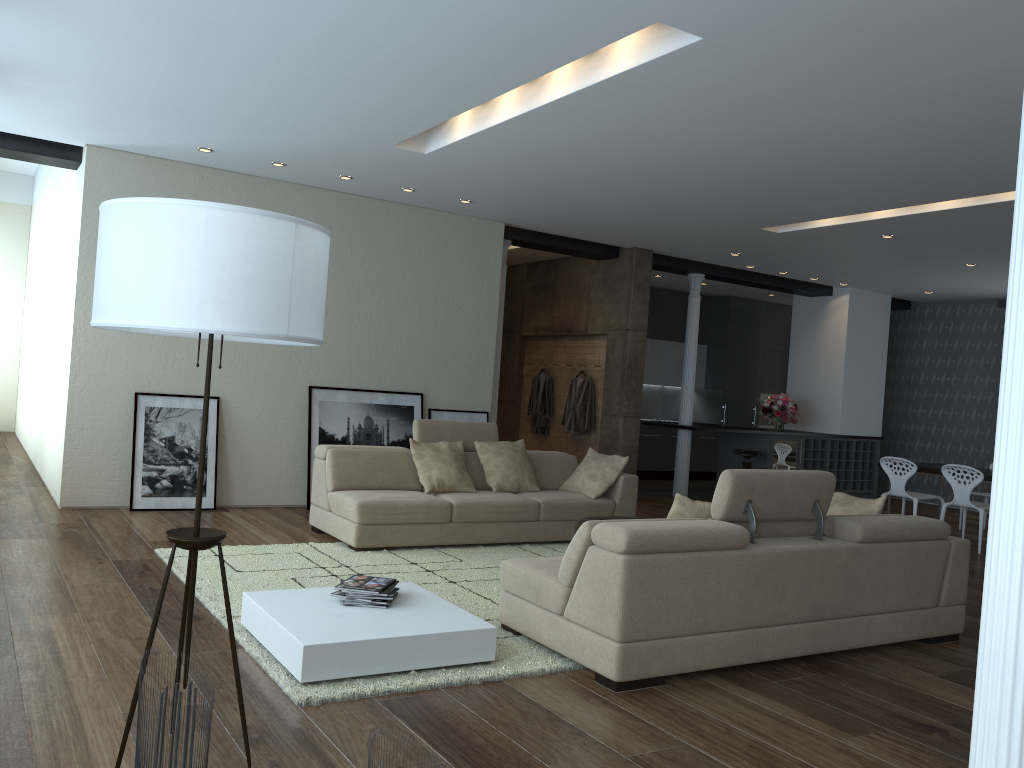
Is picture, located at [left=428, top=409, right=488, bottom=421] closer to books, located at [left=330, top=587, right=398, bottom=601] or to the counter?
the counter

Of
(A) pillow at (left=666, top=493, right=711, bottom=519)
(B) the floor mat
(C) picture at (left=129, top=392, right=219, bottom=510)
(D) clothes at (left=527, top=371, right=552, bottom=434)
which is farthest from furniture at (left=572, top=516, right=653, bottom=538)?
(D) clothes at (left=527, top=371, right=552, bottom=434)

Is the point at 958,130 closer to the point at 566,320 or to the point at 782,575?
the point at 782,575

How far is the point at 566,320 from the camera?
11.41m

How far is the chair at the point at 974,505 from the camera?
8.59m

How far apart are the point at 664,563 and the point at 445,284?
5.6m

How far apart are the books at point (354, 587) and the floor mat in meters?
0.4

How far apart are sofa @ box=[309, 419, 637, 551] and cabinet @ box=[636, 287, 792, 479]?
5.6 meters

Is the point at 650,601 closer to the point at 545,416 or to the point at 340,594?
the point at 340,594

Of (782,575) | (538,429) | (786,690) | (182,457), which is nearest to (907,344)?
(538,429)
